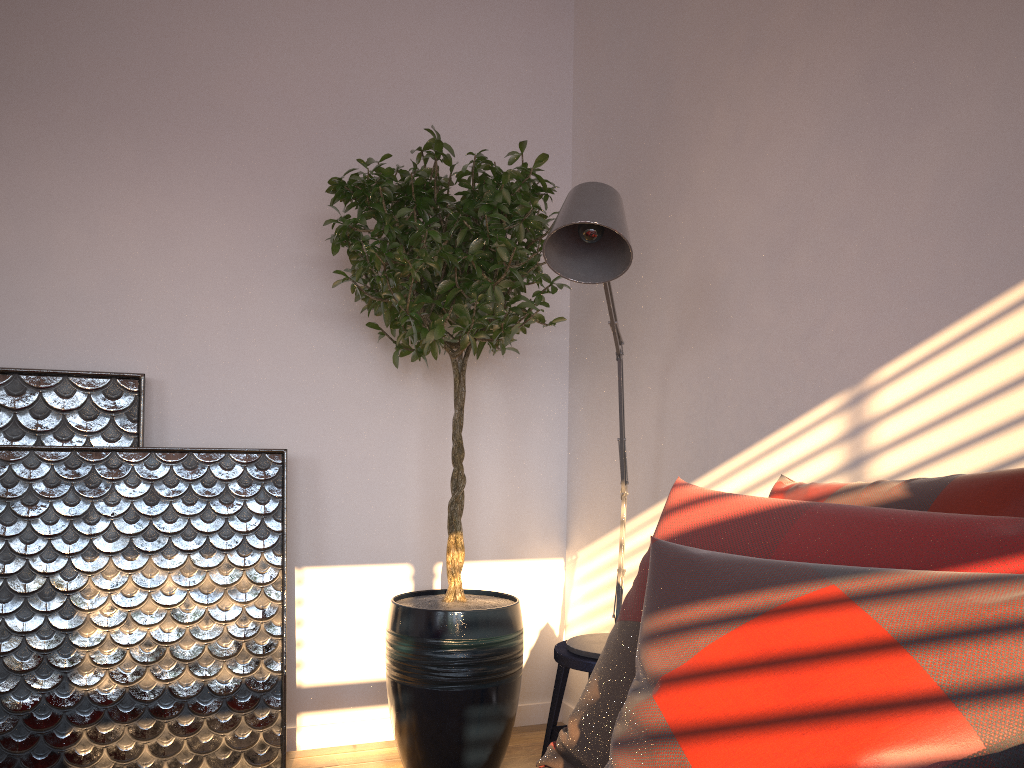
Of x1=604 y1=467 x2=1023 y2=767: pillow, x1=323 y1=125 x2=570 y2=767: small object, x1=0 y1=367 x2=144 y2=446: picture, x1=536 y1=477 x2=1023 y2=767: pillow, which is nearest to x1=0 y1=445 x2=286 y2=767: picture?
x1=0 y1=367 x2=144 y2=446: picture

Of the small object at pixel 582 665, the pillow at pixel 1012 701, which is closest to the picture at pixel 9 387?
the small object at pixel 582 665

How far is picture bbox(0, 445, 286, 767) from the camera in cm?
247

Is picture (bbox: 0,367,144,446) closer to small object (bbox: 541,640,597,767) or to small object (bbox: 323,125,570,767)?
small object (bbox: 323,125,570,767)

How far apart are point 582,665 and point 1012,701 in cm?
143

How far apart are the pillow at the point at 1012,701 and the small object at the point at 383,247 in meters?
1.0 m

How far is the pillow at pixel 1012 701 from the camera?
0.9 meters

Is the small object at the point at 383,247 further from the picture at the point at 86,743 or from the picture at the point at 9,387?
the picture at the point at 9,387

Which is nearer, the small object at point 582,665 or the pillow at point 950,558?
the pillow at point 950,558

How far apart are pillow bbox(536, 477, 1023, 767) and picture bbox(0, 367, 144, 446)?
1.77m
